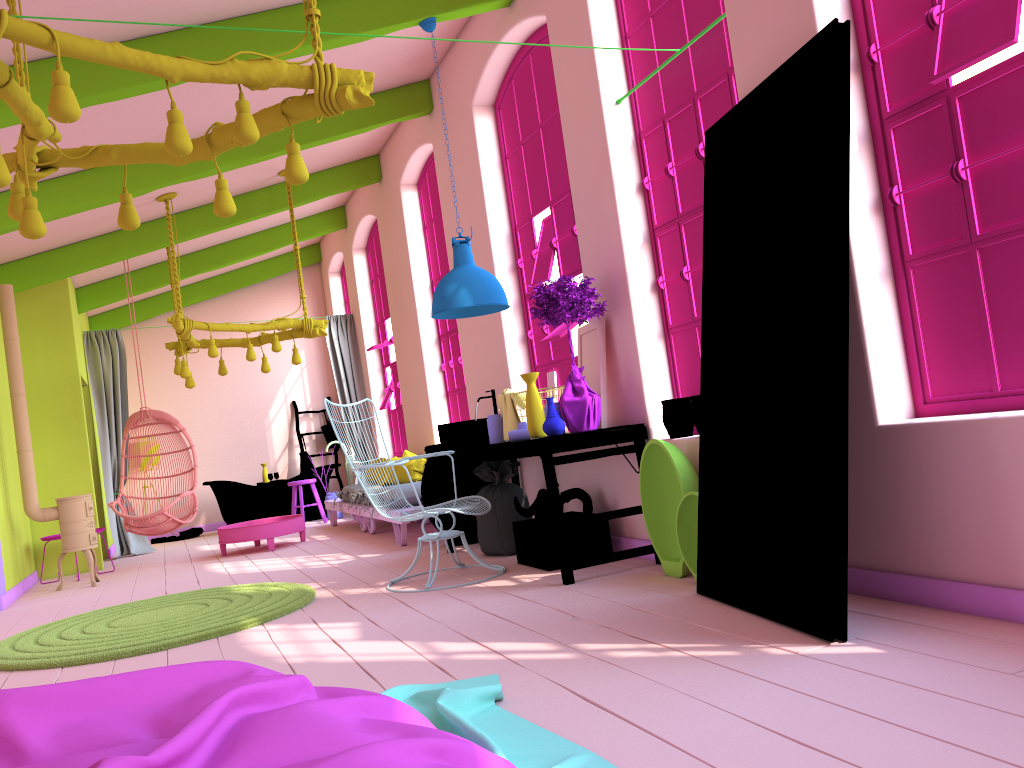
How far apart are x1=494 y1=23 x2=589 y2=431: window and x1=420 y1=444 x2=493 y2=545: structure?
0.9 meters

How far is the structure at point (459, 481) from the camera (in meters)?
7.06

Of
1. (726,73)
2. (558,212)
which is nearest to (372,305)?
(558,212)

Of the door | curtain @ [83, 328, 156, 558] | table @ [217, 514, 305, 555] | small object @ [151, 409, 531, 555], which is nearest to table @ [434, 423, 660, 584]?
small object @ [151, 409, 531, 555]

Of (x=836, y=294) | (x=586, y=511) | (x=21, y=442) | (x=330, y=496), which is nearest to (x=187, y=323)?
(x=21, y=442)

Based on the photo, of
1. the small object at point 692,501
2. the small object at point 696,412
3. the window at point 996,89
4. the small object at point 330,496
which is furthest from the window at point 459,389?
the window at point 996,89

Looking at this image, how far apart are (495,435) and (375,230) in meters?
6.0 m

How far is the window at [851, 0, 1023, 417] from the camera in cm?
312

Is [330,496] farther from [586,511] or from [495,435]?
[586,511]

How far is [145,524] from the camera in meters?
8.9 m
